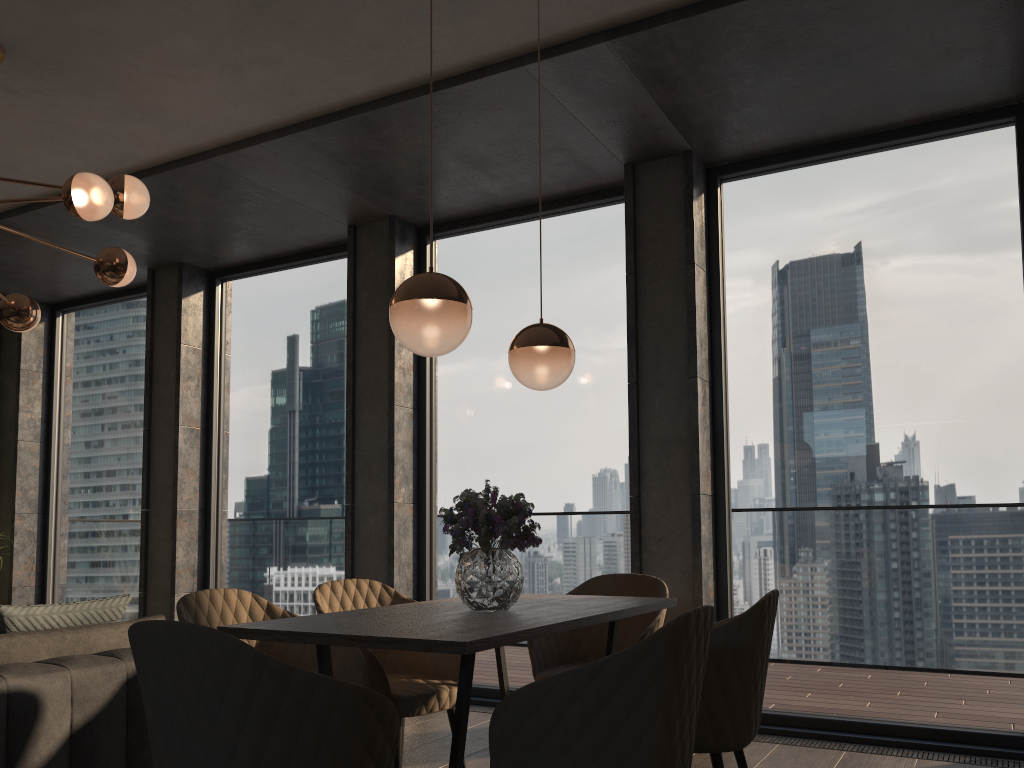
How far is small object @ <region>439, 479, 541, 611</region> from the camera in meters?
2.6

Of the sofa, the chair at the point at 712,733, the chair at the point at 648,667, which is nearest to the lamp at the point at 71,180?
the sofa

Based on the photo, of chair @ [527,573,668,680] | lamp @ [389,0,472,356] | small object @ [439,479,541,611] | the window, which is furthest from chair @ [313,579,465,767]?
the window

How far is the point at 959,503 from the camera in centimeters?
415cm

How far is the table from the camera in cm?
201

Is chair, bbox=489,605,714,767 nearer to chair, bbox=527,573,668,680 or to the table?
the table

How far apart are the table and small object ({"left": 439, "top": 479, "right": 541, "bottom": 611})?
0.0 meters

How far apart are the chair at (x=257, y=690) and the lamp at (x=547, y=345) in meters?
1.4

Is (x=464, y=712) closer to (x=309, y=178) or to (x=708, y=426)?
(x=708, y=426)

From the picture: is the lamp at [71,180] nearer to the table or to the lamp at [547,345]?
the lamp at [547,345]
